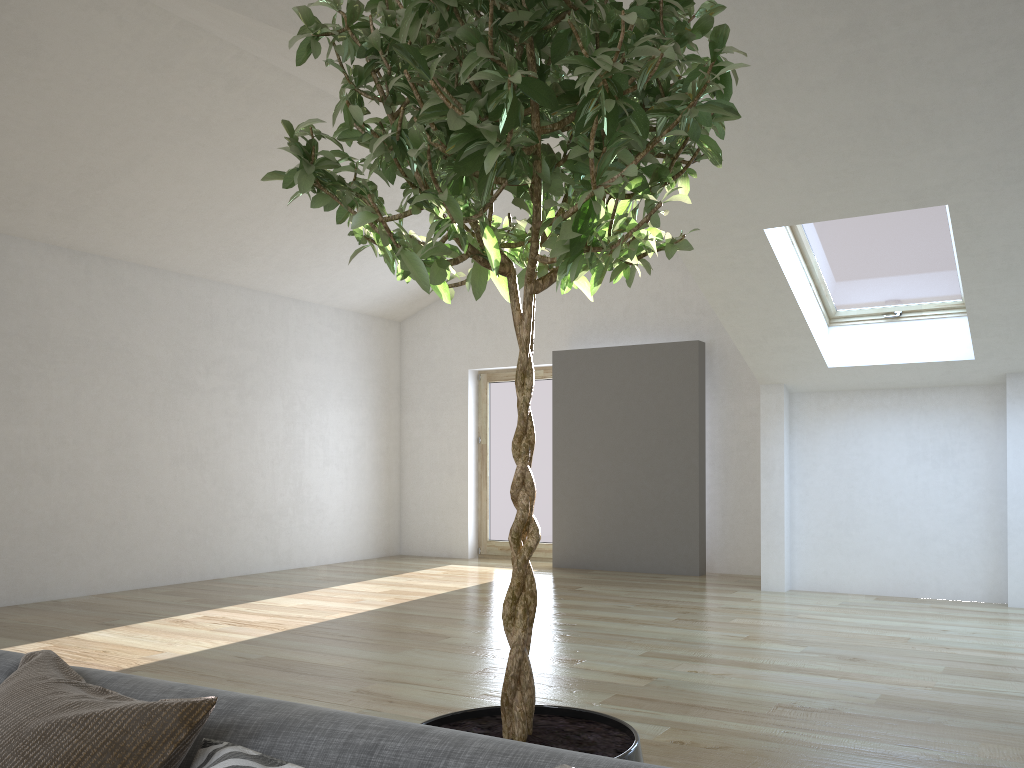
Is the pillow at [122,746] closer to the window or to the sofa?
the sofa

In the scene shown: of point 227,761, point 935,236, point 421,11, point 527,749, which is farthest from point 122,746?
point 935,236

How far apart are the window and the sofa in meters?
5.3

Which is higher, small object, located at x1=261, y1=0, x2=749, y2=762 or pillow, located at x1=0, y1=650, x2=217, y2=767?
small object, located at x1=261, y1=0, x2=749, y2=762

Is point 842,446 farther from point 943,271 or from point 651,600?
point 651,600

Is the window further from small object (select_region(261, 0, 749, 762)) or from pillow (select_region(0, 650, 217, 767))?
pillow (select_region(0, 650, 217, 767))

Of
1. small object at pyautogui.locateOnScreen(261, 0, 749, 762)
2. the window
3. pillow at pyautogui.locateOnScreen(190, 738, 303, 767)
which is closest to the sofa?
pillow at pyautogui.locateOnScreen(190, 738, 303, 767)

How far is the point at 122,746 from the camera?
1.11m

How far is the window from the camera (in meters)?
5.80

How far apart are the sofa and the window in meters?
5.3 m
